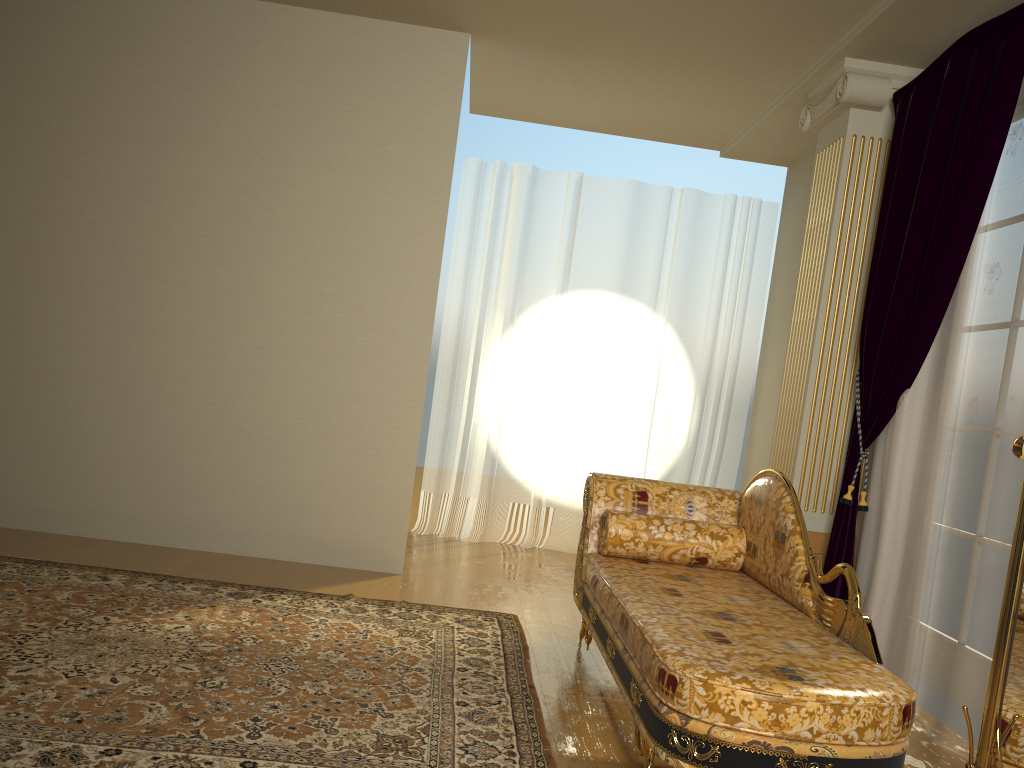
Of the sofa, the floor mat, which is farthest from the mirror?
the floor mat

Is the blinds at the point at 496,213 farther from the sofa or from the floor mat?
the sofa

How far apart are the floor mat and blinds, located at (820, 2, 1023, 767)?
1.4 meters

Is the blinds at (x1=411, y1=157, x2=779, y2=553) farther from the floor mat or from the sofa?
the sofa

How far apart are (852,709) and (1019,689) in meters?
0.4

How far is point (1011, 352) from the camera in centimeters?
299cm

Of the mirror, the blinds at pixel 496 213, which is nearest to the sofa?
the mirror

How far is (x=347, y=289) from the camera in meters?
4.5 m

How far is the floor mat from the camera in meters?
2.3

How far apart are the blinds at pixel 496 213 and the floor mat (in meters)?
1.85
